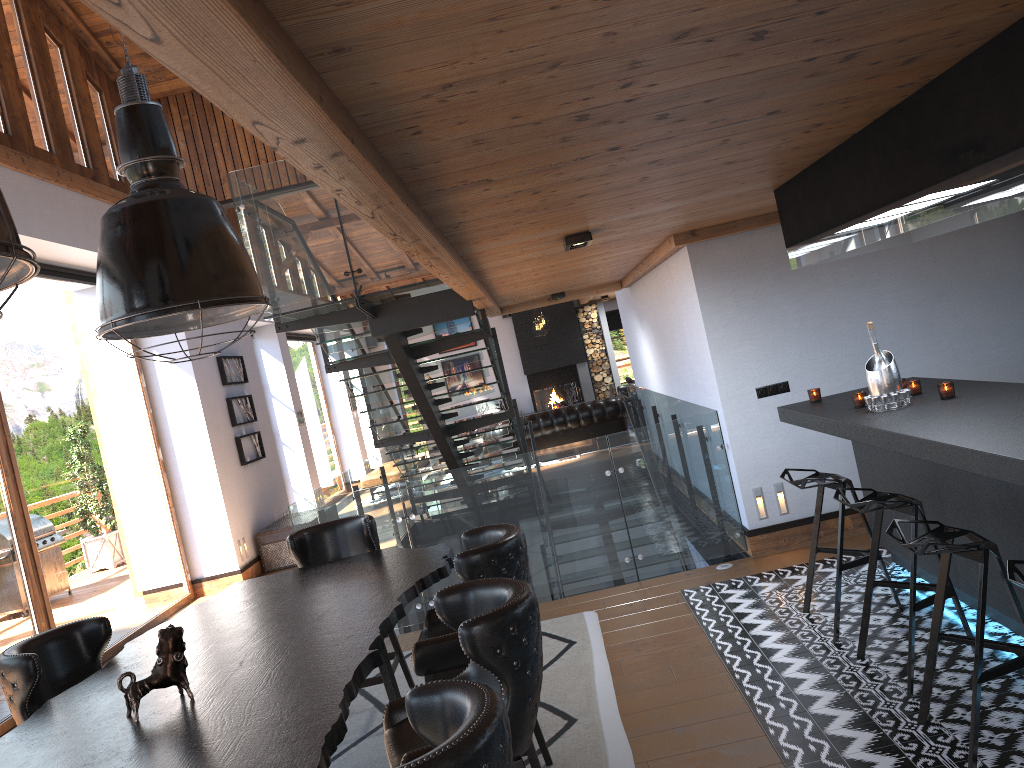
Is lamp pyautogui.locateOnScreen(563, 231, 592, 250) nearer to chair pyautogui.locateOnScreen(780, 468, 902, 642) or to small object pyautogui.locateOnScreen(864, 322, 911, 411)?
small object pyautogui.locateOnScreen(864, 322, 911, 411)

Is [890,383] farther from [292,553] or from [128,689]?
[128,689]

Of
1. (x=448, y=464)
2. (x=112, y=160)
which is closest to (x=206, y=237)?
(x=448, y=464)

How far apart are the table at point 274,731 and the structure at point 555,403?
15.0m

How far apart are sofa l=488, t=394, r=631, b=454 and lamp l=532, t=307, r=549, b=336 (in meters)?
2.77

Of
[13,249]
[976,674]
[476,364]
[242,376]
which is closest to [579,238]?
[976,674]

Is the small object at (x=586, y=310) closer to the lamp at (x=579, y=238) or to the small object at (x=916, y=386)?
the lamp at (x=579, y=238)

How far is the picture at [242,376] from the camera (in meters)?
11.11

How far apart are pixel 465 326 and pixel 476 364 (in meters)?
0.89

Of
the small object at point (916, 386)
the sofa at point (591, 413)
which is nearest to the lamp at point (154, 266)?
the small object at point (916, 386)
